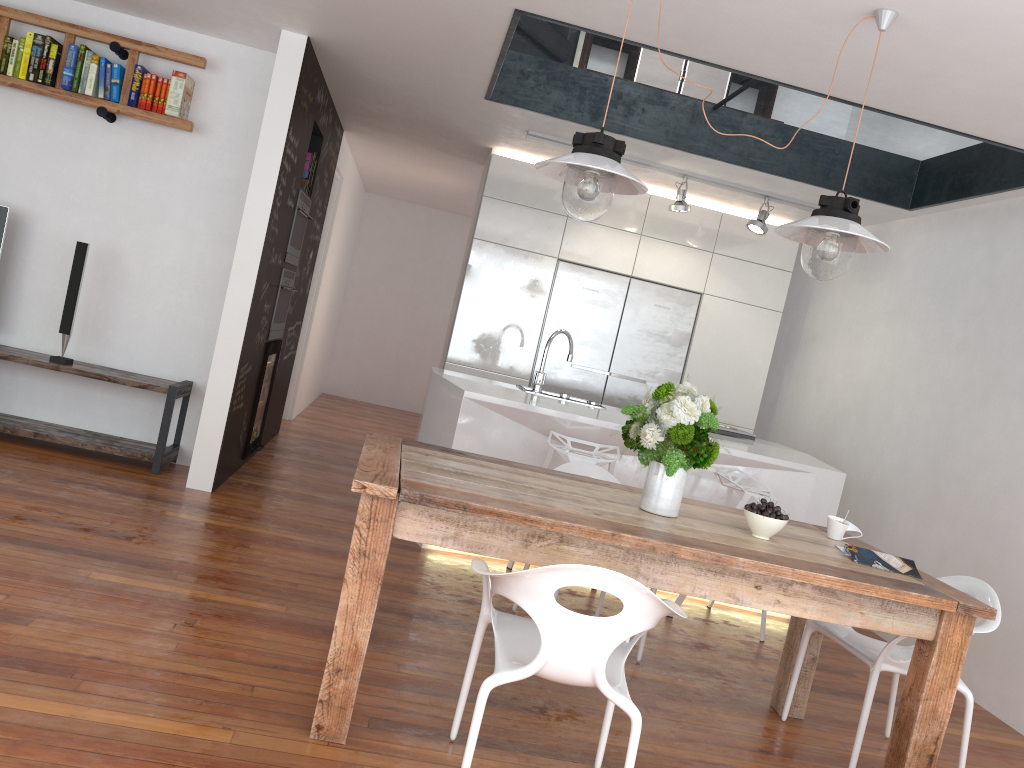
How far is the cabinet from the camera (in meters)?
6.42

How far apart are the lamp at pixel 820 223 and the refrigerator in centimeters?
345cm

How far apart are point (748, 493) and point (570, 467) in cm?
98

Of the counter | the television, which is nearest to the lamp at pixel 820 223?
the counter

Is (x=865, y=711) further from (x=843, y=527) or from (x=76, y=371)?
(x=76, y=371)

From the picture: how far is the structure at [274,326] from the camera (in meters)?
5.69

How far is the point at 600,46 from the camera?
4.73m

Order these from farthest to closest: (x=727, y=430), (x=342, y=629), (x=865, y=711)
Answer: (x=727, y=430)
(x=865, y=711)
(x=342, y=629)

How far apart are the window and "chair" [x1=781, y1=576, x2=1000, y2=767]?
2.68m

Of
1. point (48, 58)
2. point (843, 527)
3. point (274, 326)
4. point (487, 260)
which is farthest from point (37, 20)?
point (843, 527)
